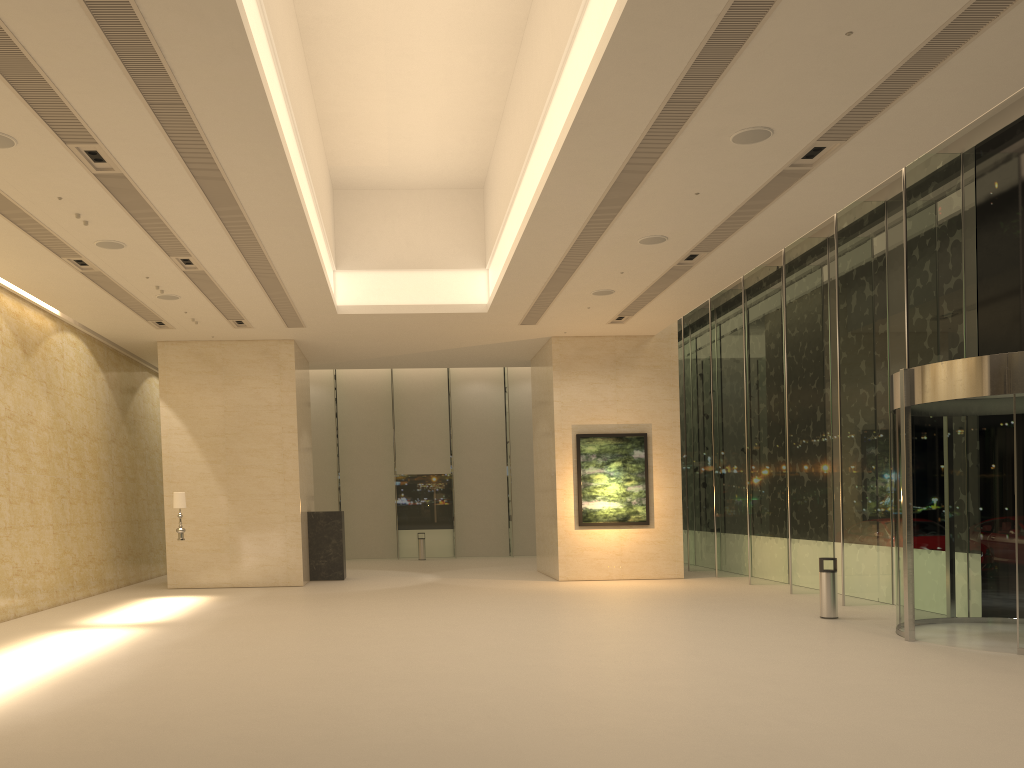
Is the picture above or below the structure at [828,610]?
above

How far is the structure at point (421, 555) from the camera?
29.7 meters

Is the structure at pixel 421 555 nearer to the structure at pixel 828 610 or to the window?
the window

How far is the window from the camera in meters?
13.9 m

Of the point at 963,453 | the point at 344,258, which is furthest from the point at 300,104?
the point at 963,453

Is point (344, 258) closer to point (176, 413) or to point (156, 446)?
point (176, 413)

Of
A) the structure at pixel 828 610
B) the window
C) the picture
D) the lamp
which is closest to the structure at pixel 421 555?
the window

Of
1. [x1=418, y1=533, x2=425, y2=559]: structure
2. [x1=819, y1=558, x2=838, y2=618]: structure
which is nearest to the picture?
[x1=819, y1=558, x2=838, y2=618]: structure

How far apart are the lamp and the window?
12.26m

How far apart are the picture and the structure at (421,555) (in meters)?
10.11
